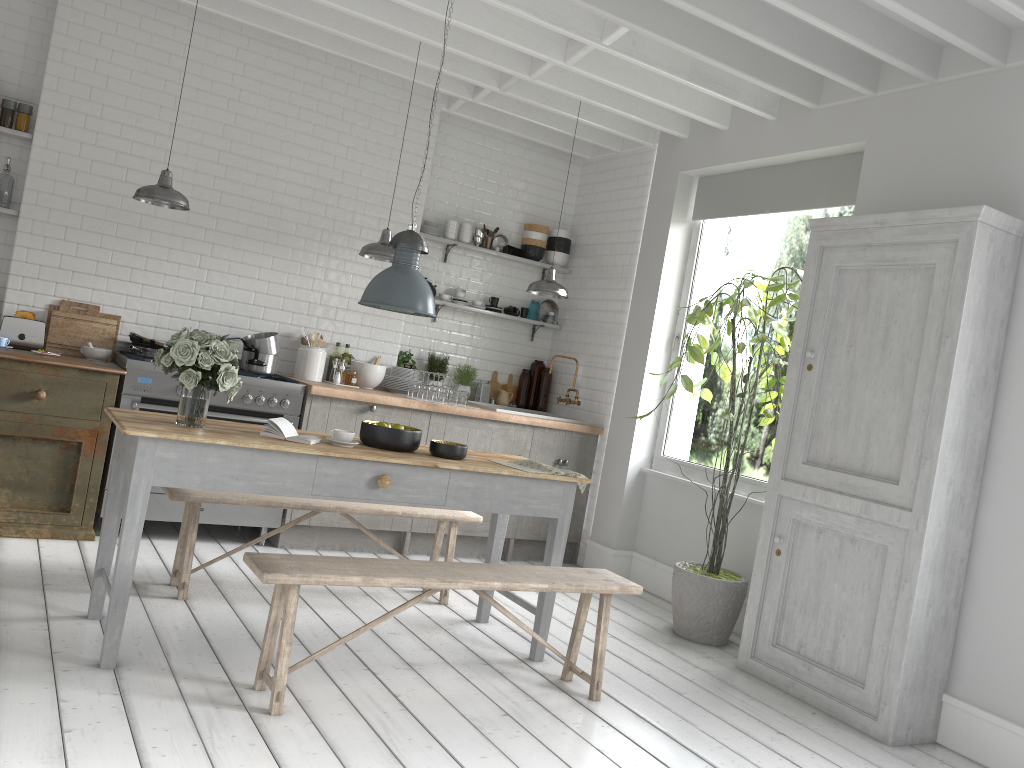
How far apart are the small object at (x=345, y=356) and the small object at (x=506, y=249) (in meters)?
2.00

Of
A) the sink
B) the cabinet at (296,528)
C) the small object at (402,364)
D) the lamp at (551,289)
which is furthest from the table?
the sink

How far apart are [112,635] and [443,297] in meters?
5.0 m

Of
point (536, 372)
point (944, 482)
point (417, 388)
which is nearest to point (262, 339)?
point (417, 388)

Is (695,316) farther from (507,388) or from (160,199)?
(160,199)

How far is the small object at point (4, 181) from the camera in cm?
671

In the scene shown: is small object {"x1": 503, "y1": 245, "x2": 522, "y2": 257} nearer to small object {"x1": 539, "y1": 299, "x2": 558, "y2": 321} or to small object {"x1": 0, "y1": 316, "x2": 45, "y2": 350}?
small object {"x1": 539, "y1": 299, "x2": 558, "y2": 321}

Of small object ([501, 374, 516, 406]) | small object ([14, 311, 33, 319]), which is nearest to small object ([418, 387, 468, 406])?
small object ([501, 374, 516, 406])

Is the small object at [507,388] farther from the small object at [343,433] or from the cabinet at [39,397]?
the small object at [343,433]

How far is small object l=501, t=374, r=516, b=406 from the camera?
9.2 meters
